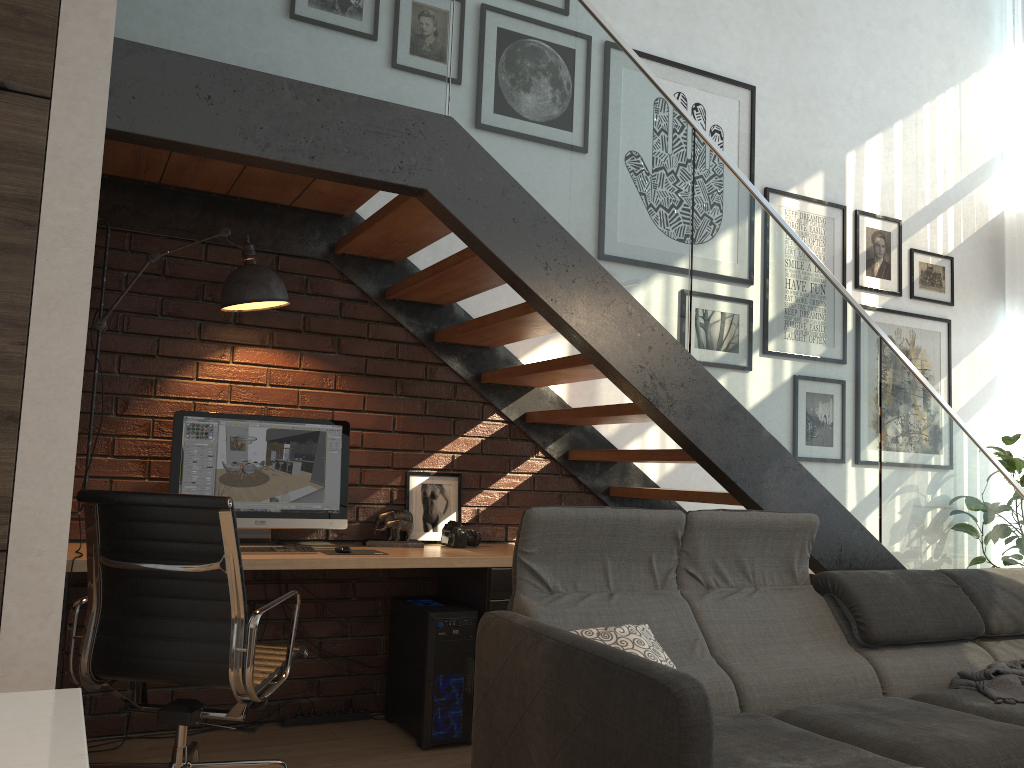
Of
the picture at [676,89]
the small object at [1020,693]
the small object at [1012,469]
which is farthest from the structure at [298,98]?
the picture at [676,89]

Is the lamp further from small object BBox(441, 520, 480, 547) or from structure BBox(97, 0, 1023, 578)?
small object BBox(441, 520, 480, 547)

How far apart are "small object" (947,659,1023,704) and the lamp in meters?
2.9

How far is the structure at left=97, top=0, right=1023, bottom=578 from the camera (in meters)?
2.74

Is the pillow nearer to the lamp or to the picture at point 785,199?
the lamp

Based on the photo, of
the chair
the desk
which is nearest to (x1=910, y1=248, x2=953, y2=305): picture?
the desk

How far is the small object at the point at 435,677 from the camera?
3.47m

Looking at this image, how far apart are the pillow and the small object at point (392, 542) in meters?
1.3 m

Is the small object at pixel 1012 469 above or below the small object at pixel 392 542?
above

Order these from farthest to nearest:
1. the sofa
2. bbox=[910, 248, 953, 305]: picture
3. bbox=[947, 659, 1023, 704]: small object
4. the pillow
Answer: bbox=[910, 248, 953, 305]: picture, bbox=[947, 659, 1023, 704]: small object, the pillow, the sofa
